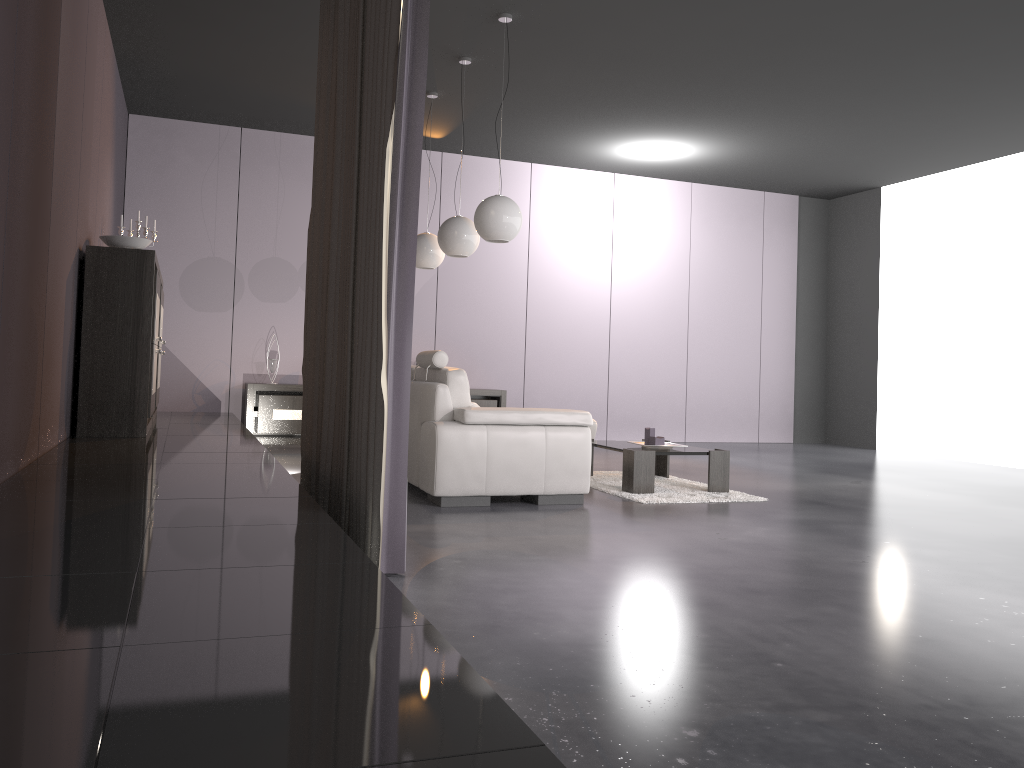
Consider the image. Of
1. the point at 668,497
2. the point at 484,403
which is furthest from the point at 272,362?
the point at 668,497

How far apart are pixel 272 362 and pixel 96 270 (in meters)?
3.35

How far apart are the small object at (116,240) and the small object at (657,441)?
3.44m

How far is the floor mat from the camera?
5.4 meters

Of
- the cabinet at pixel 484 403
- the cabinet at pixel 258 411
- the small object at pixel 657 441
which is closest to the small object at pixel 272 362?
the cabinet at pixel 258 411

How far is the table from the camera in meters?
5.5

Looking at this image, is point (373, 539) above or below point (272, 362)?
below

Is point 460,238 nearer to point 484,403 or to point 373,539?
point 484,403

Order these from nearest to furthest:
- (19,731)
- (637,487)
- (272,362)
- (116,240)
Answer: (19,731)
(116,240)
(637,487)
(272,362)

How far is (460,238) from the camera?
6.2 meters
